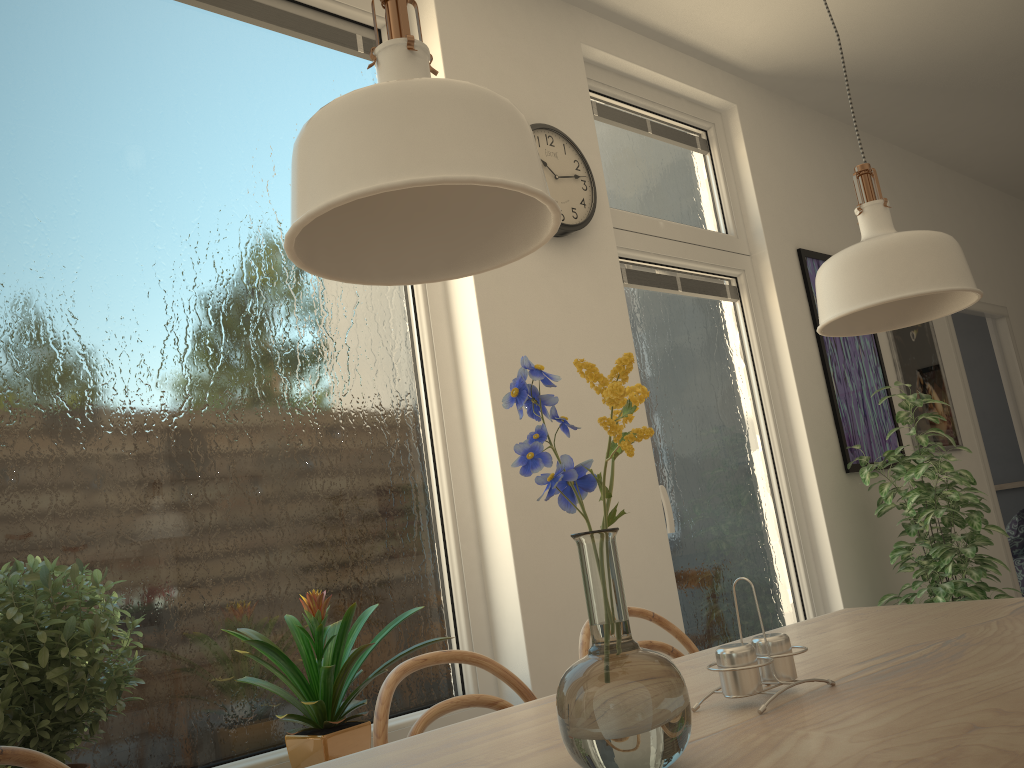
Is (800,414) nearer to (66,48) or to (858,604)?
(858,604)

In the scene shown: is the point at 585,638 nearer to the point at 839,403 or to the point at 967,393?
the point at 839,403

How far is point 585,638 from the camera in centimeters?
172cm

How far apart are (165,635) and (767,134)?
3.27m

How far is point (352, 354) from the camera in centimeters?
246cm

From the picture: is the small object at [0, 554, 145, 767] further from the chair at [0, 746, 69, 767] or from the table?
the table

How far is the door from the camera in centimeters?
476cm

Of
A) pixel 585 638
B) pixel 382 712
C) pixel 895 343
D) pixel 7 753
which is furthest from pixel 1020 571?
pixel 7 753

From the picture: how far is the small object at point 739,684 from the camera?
0.98m

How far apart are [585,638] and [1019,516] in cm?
521
